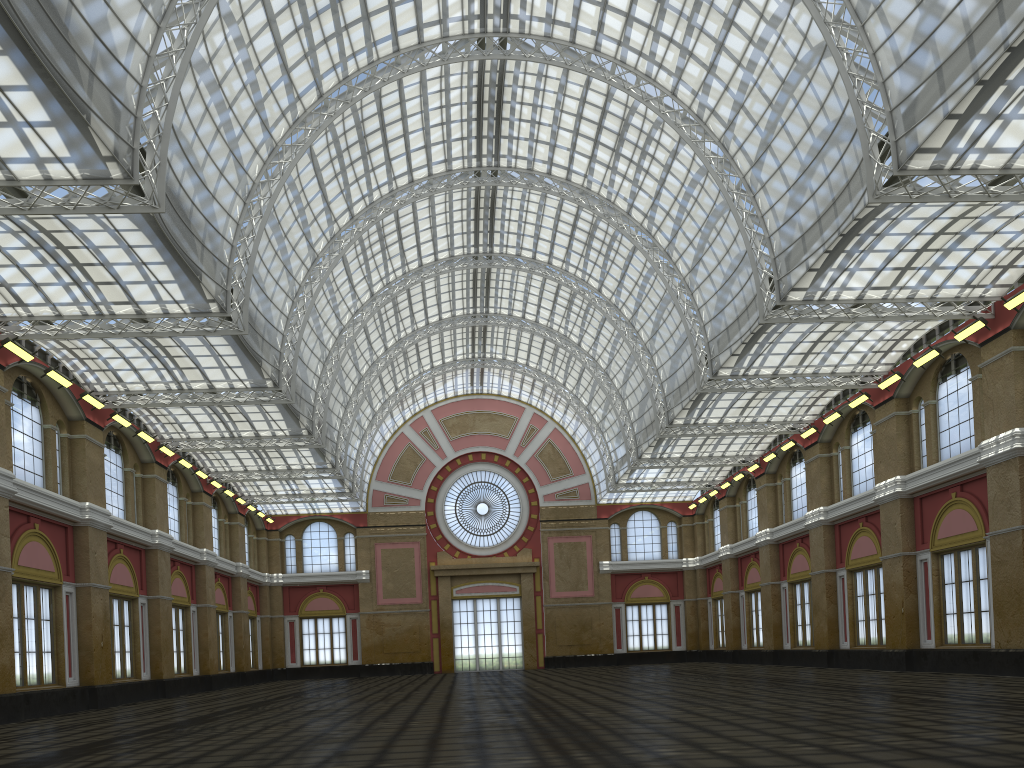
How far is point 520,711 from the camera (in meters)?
24.13

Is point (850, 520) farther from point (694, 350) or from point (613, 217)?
point (613, 217)
